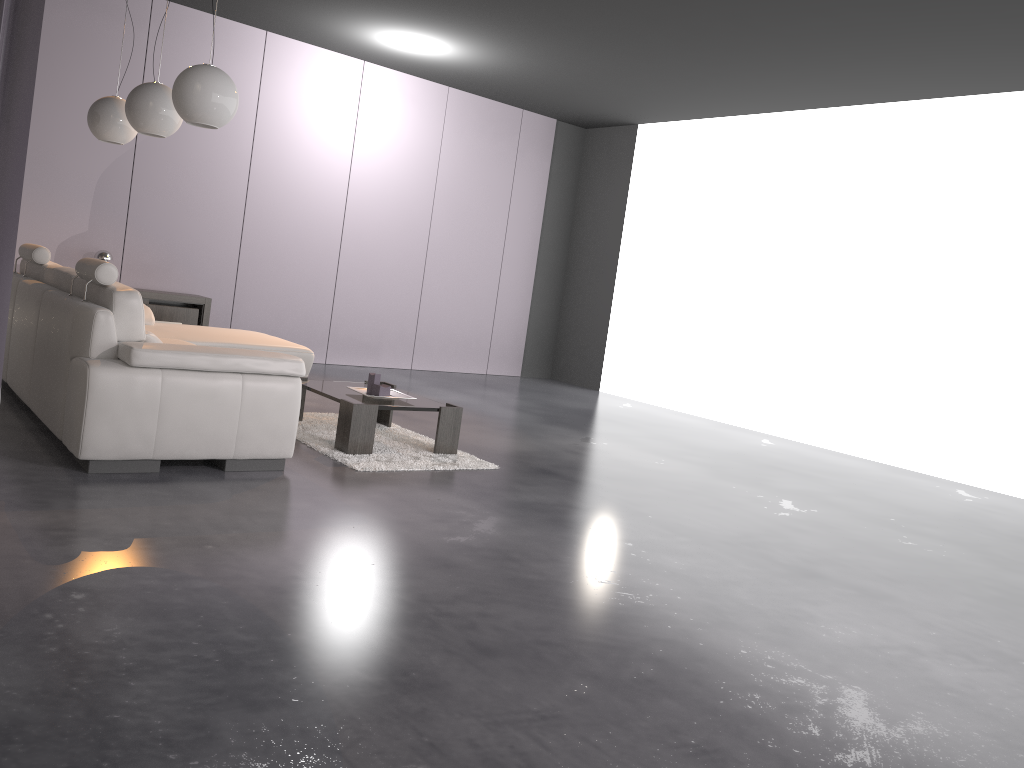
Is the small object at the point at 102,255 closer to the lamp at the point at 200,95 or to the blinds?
the lamp at the point at 200,95

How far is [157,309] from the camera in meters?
7.3 m

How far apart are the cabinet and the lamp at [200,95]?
3.3 meters

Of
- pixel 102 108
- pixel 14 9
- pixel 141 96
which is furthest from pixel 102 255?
pixel 14 9

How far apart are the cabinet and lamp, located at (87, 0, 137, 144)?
1.9 meters

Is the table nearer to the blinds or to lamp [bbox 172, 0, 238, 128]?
lamp [bbox 172, 0, 238, 128]

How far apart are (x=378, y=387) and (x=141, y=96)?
2.0 meters

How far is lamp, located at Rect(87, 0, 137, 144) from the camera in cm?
545

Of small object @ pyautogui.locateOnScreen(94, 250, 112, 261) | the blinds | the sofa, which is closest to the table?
the sofa

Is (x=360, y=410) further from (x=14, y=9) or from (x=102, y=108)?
(x=14, y=9)
